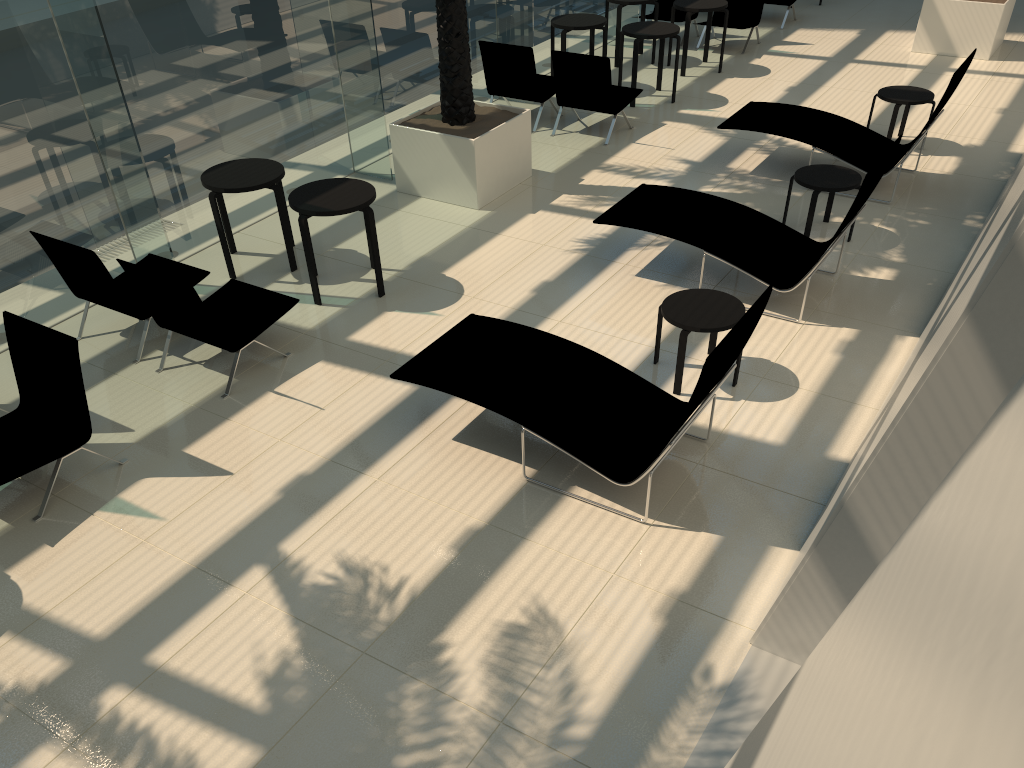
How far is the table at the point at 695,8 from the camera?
11.78m

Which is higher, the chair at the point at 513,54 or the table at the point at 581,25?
the table at the point at 581,25

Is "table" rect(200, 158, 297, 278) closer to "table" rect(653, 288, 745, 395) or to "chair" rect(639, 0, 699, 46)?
"table" rect(653, 288, 745, 395)

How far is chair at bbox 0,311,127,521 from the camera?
5.2m

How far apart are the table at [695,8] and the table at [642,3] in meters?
0.5

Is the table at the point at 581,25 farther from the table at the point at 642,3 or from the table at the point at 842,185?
the table at the point at 842,185

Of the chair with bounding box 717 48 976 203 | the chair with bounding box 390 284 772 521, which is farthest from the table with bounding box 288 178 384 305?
the chair with bounding box 717 48 976 203

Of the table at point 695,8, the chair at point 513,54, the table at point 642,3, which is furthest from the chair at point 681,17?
the chair at point 513,54

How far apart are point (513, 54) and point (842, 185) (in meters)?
4.46

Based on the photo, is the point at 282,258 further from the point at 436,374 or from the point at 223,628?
the point at 223,628
